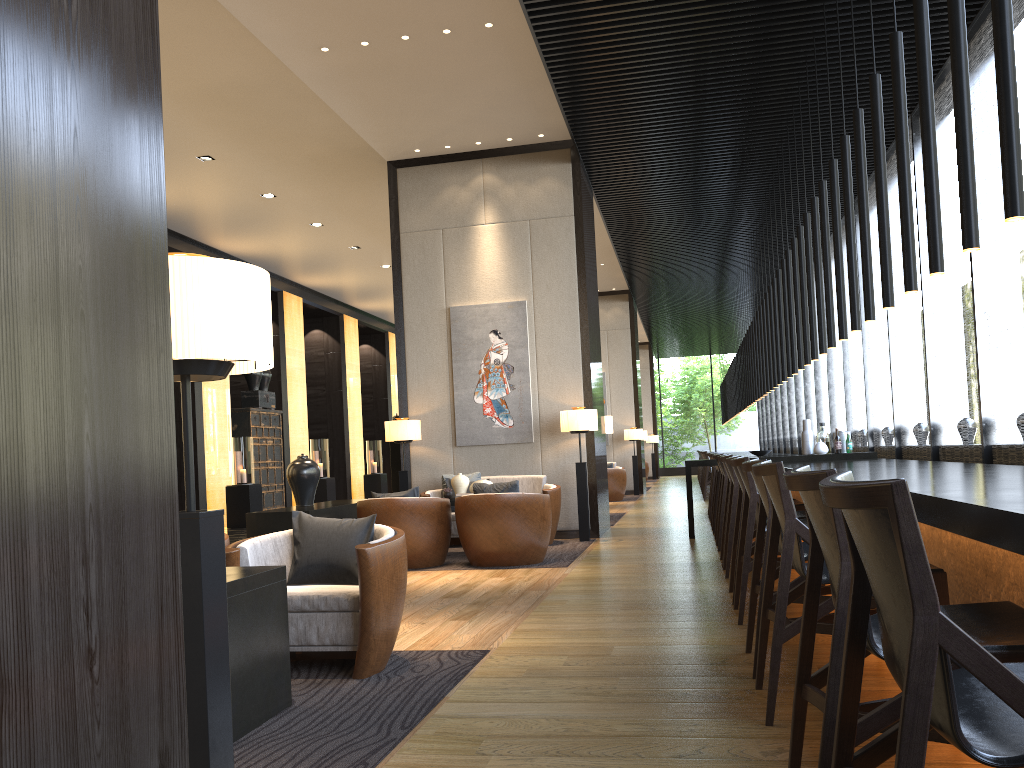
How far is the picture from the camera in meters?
9.4 m

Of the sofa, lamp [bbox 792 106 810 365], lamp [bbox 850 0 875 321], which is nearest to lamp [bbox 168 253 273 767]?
lamp [bbox 850 0 875 321]

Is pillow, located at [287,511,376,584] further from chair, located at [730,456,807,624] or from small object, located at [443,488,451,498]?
small object, located at [443,488,451,498]

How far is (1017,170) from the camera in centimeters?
292cm

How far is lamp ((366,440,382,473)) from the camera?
19.3 meters

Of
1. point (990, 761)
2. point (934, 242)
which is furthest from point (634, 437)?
point (990, 761)

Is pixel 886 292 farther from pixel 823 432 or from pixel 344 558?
pixel 823 432

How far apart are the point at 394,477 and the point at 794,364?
4.5 meters

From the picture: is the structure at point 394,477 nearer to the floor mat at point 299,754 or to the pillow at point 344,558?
the pillow at point 344,558

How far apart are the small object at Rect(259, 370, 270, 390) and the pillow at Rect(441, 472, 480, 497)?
7.51m
